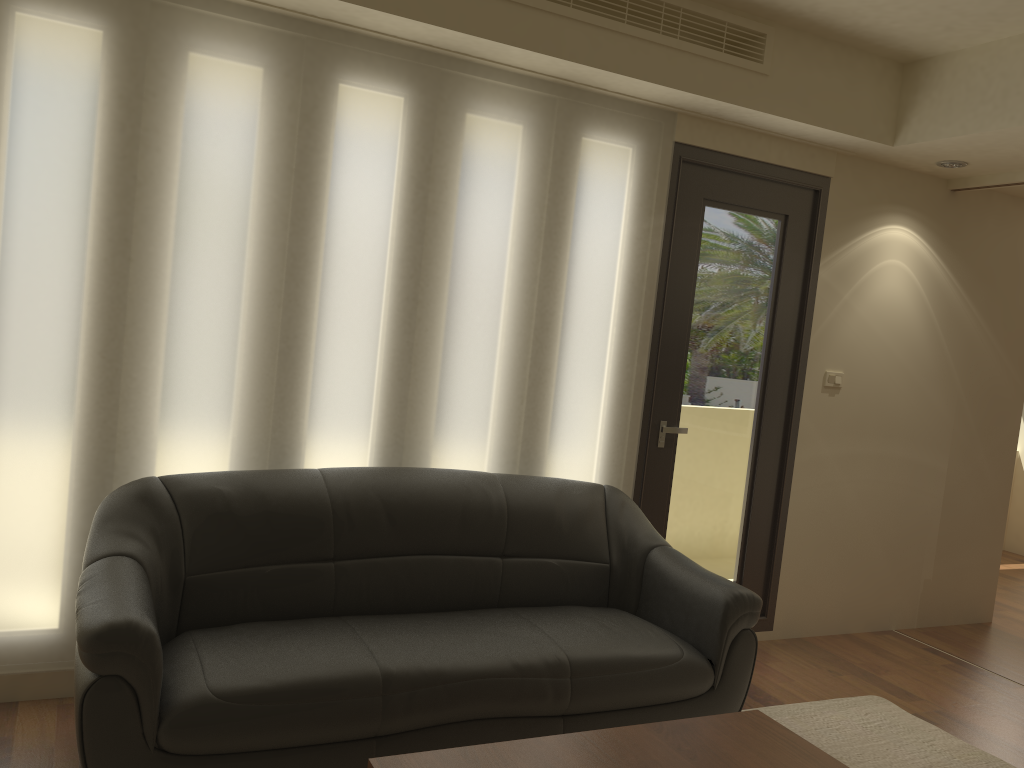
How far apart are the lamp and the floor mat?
2.7 meters

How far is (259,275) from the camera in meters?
3.4

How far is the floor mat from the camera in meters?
3.5

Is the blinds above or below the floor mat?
above

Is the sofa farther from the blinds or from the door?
the door

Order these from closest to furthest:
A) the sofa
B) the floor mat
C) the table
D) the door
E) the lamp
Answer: the table, the sofa, the floor mat, the door, the lamp

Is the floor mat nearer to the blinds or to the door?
the door

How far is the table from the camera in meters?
2.1

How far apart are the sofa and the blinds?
0.2m

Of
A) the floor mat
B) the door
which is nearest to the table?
the floor mat
